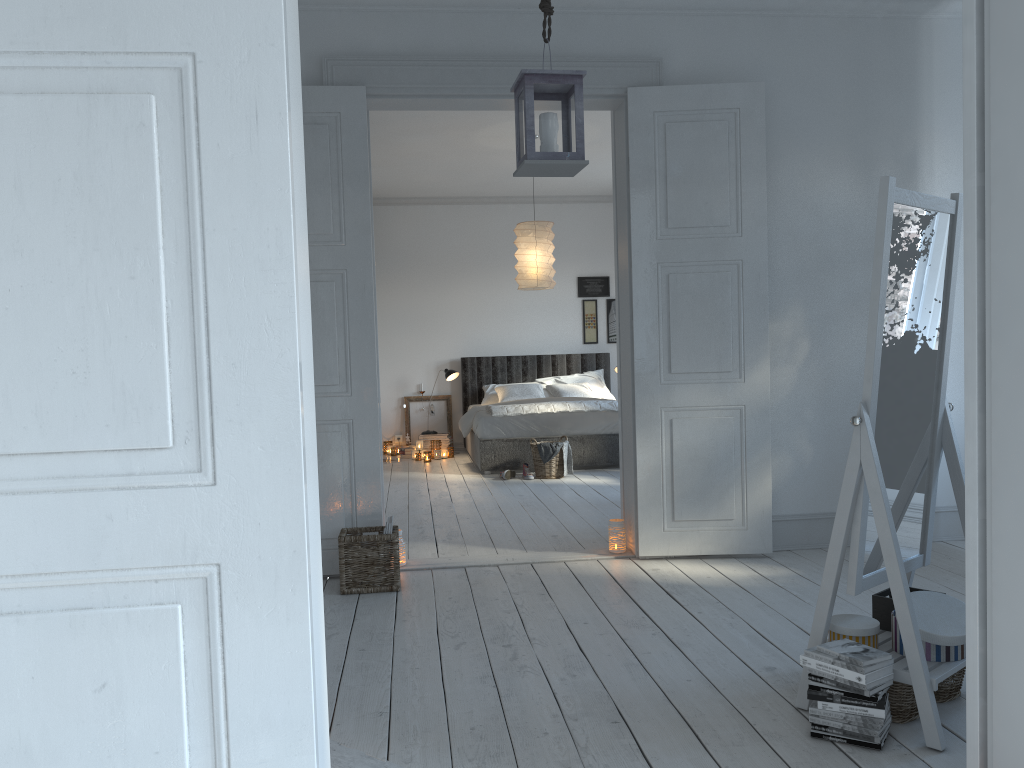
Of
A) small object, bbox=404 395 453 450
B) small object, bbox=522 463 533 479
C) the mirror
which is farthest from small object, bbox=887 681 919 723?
small object, bbox=404 395 453 450

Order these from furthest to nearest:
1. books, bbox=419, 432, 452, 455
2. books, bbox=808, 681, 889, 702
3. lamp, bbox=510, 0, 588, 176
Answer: books, bbox=419, 432, 452, 455
lamp, bbox=510, 0, 588, 176
books, bbox=808, 681, 889, 702

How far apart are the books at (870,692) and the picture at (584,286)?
7.9 meters

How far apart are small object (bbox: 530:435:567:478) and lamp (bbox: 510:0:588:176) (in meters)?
4.44

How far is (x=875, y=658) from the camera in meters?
2.3 m

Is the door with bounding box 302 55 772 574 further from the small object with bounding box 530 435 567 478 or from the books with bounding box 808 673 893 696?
the small object with bounding box 530 435 567 478

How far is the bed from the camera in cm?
785

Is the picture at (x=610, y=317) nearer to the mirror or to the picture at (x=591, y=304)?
the picture at (x=591, y=304)

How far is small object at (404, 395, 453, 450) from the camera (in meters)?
9.89

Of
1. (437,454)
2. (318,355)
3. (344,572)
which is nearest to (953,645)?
(344,572)
